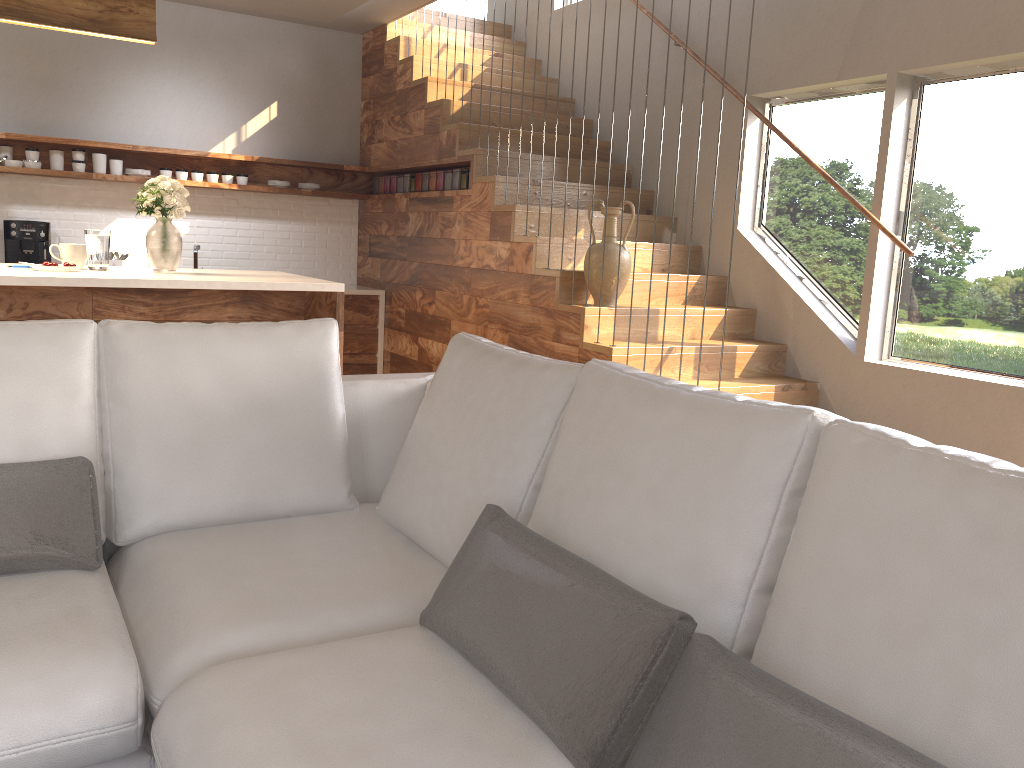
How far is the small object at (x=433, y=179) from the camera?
6.2m

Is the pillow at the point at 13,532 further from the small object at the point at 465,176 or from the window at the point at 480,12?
the window at the point at 480,12

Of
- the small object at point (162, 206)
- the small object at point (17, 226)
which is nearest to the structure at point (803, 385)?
the small object at point (17, 226)

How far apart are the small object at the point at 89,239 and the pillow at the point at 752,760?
3.0 meters

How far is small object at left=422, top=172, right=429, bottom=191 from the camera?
6.3 meters

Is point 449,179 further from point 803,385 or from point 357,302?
point 803,385

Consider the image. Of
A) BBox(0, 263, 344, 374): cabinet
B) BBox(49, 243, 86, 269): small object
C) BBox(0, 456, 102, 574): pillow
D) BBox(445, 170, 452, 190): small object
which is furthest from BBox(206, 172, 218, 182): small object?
BBox(0, 456, 102, 574): pillow

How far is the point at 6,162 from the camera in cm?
589

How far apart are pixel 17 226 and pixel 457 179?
3.0 meters

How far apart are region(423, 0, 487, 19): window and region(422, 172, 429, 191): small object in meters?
2.8 m
